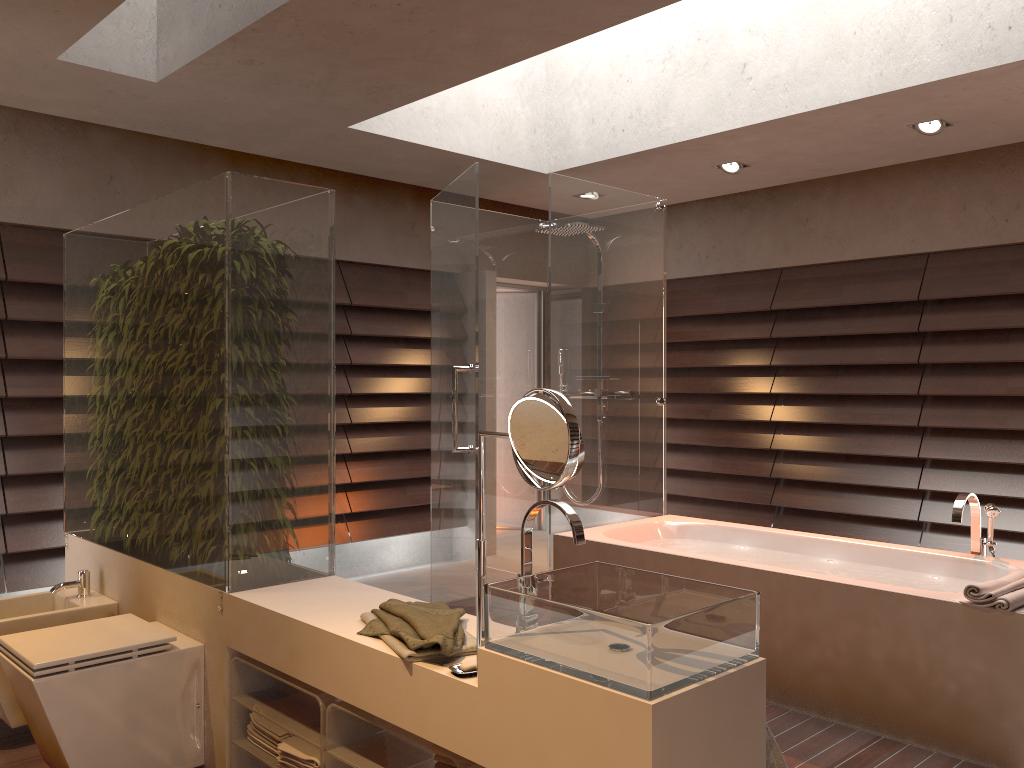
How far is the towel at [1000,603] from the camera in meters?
2.7

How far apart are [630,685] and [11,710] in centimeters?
239cm

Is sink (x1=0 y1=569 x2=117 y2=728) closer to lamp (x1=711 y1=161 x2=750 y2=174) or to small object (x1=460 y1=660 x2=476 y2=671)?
small object (x1=460 y1=660 x2=476 y2=671)

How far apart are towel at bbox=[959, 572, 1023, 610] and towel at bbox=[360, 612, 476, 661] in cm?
173

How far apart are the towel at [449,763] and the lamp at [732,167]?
4.1m

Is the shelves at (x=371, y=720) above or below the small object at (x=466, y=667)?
below

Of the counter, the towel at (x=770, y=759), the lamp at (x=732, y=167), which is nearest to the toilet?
the counter

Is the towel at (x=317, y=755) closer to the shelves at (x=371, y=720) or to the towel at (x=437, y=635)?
the shelves at (x=371, y=720)

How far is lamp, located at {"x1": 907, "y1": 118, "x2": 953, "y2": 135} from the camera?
4.4 meters

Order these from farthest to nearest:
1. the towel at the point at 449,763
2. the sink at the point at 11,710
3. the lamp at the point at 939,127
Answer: the lamp at the point at 939,127
the sink at the point at 11,710
the towel at the point at 449,763
